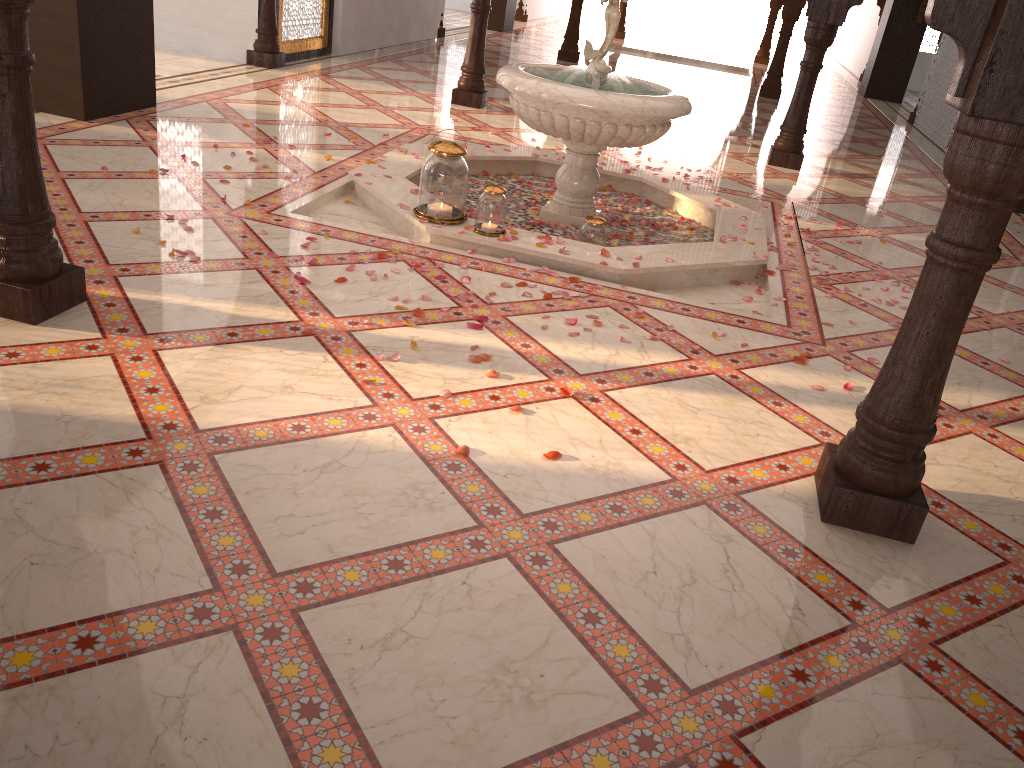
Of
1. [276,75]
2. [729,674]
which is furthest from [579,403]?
[276,75]

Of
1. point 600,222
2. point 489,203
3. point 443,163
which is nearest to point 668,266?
point 600,222

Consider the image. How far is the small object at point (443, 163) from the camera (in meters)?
4.15

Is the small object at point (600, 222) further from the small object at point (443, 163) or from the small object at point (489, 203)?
the small object at point (443, 163)

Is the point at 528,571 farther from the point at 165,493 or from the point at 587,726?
the point at 165,493

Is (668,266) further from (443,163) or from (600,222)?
(443,163)

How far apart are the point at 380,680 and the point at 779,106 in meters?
10.8 m

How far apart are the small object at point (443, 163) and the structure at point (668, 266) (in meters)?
0.03

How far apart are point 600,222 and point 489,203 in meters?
0.6

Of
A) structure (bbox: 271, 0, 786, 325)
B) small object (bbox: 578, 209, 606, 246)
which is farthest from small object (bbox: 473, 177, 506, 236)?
small object (bbox: 578, 209, 606, 246)
